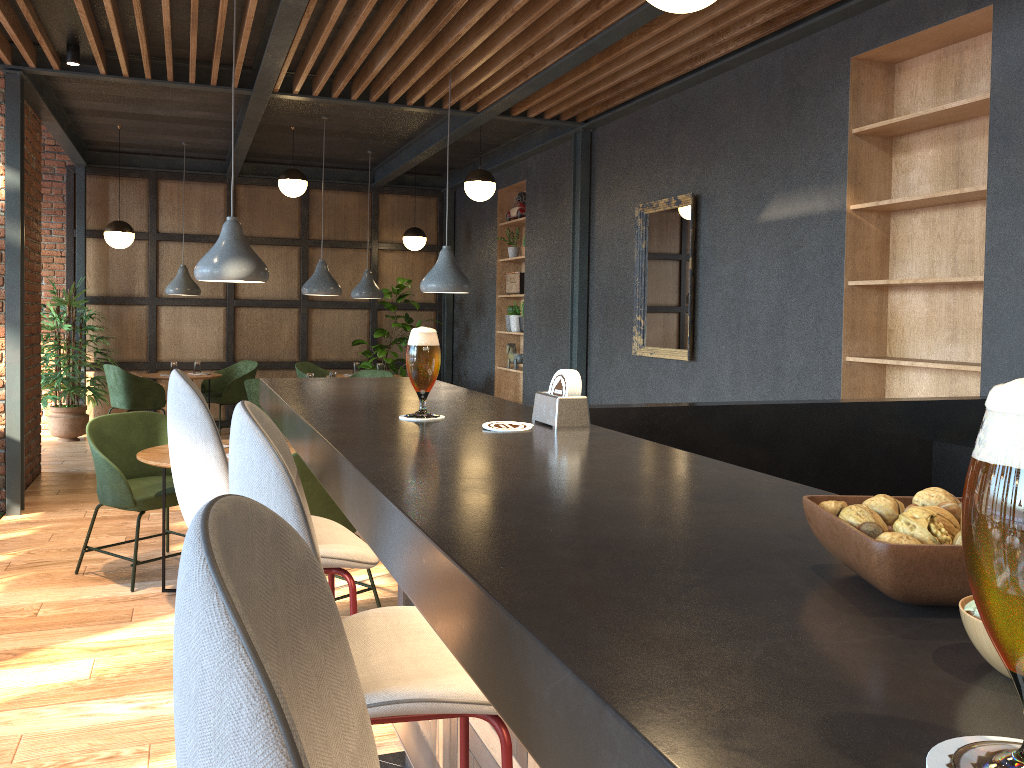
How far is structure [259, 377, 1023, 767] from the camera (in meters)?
0.48

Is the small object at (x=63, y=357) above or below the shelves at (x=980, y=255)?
below

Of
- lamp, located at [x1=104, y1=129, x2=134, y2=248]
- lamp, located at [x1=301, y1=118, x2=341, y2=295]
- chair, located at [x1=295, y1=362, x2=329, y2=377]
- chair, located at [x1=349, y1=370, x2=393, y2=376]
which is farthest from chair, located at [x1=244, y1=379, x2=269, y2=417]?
lamp, located at [x1=104, y1=129, x2=134, y2=248]

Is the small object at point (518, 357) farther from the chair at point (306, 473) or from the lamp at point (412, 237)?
the chair at point (306, 473)

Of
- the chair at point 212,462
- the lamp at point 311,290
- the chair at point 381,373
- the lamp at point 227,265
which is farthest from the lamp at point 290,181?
the chair at point 212,462

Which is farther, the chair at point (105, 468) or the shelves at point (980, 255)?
the chair at point (105, 468)

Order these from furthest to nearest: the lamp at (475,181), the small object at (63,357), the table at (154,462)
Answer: the small object at (63,357) → the lamp at (475,181) → the table at (154,462)

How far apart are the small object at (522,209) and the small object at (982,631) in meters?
8.4

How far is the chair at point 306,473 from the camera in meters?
3.7 m

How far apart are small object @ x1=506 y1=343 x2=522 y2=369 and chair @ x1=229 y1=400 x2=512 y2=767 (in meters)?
7.38
